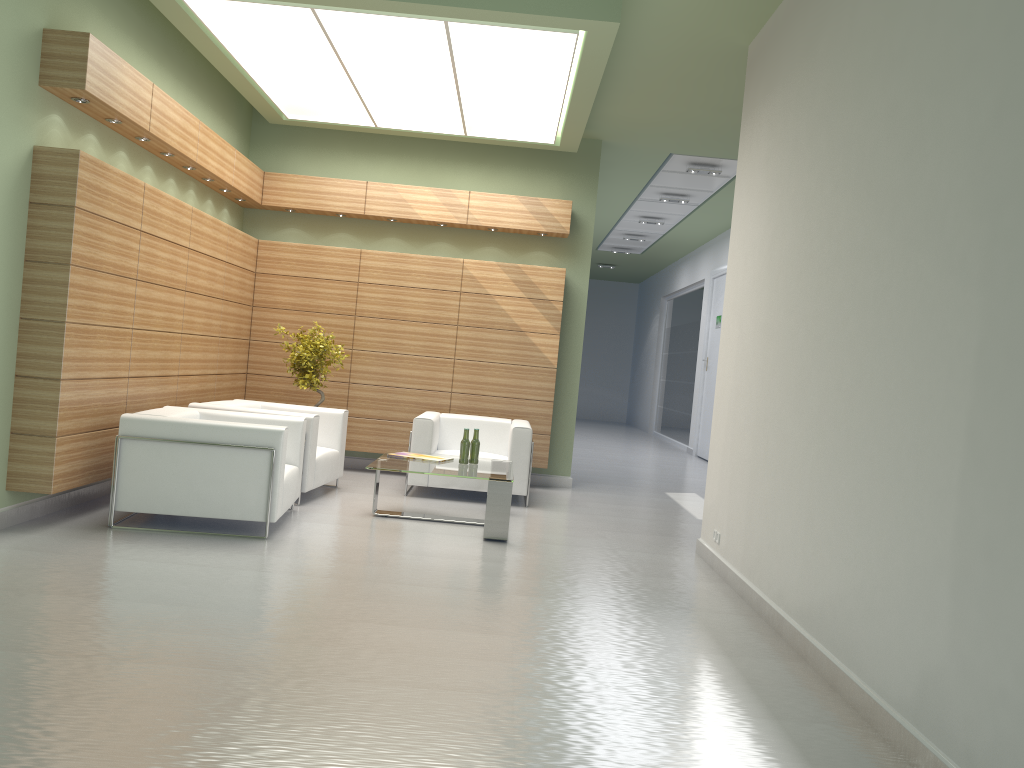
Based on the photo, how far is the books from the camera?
11.86m

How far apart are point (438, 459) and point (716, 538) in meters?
3.8

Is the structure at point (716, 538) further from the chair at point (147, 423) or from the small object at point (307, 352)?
the small object at point (307, 352)

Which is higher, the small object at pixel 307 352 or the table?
the small object at pixel 307 352

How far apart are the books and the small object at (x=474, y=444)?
0.44m

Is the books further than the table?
Yes

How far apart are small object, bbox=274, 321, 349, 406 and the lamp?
3.7 meters

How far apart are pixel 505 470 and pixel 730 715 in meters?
6.1

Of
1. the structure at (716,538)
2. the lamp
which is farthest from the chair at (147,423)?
the structure at (716,538)

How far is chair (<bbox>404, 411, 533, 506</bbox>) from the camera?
13.41m
